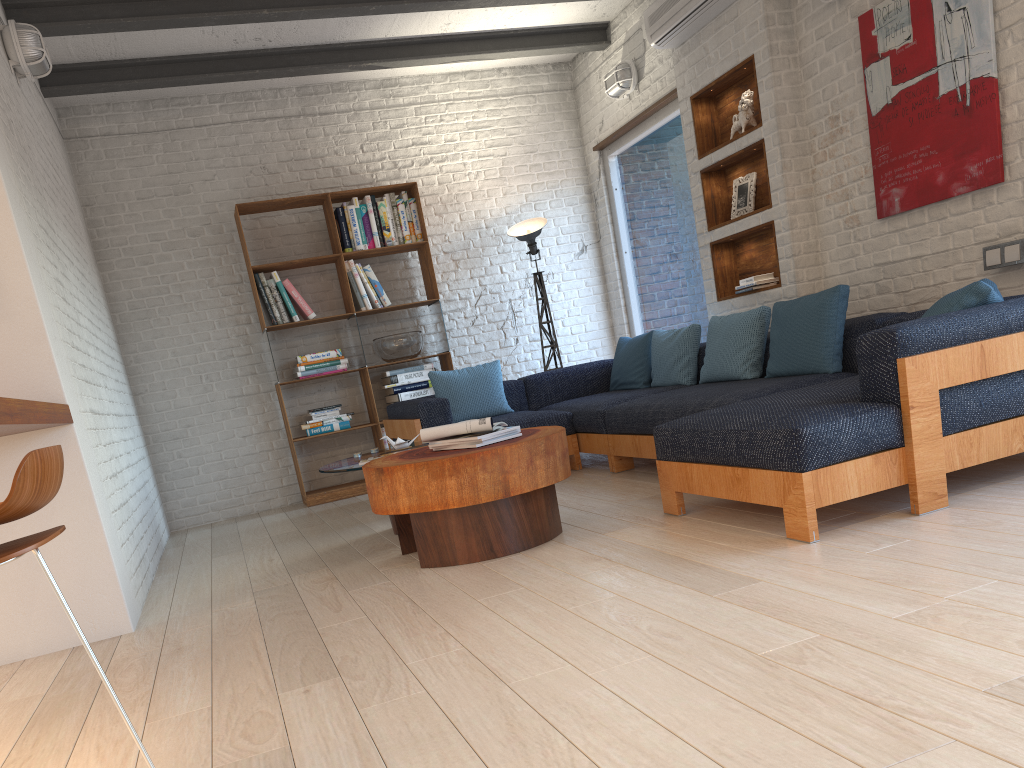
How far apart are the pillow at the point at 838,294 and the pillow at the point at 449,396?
1.5 meters

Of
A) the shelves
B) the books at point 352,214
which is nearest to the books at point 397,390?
the books at point 352,214

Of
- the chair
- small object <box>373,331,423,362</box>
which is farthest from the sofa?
the chair

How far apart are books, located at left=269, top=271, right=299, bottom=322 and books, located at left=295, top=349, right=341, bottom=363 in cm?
30

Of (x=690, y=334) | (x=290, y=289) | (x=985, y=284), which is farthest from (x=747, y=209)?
(x=290, y=289)

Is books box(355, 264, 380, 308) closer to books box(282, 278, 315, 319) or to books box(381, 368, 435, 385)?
books box(282, 278, 315, 319)

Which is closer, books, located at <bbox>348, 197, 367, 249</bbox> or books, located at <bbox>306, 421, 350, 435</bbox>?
books, located at <bbox>306, 421, 350, 435</bbox>

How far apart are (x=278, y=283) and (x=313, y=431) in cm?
112

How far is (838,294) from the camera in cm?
427

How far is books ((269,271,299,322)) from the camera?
6.53m
